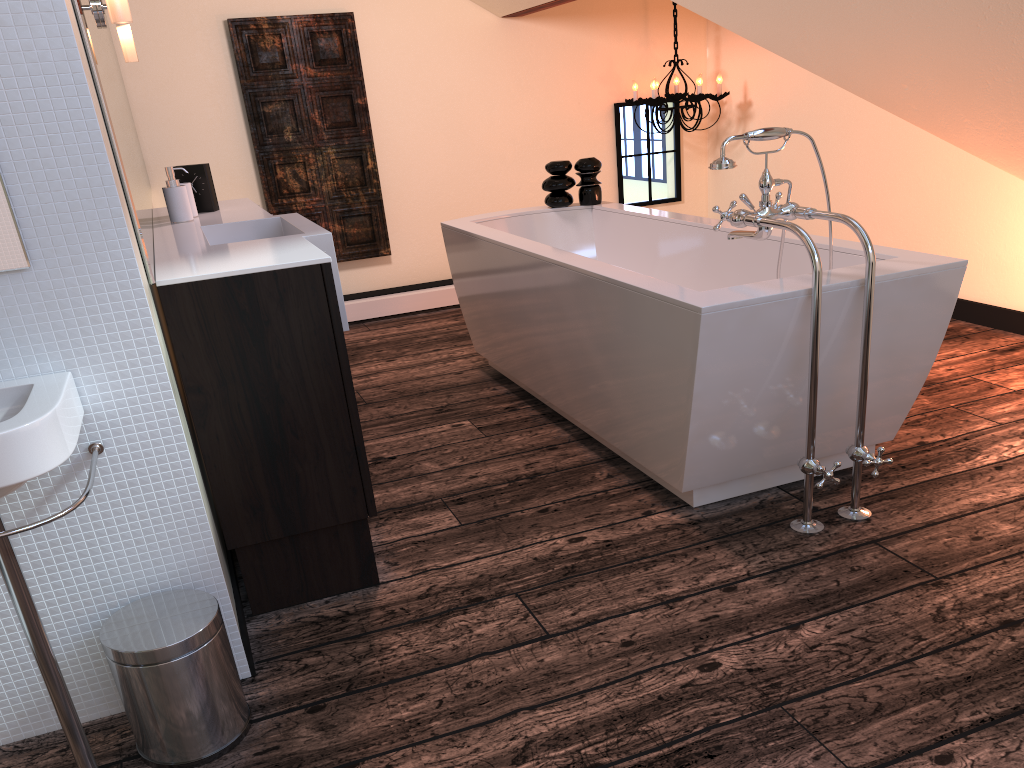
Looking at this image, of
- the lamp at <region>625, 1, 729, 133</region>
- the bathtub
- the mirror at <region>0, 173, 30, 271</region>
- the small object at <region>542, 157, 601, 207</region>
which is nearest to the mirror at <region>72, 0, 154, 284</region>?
the mirror at <region>0, 173, 30, 271</region>

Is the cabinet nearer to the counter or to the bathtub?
the counter

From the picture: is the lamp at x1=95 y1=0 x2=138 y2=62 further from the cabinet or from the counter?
the cabinet

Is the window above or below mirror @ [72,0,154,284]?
below

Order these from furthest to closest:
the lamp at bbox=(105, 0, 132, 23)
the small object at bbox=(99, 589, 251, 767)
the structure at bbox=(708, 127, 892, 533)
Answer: the structure at bbox=(708, 127, 892, 533) < the lamp at bbox=(105, 0, 132, 23) < the small object at bbox=(99, 589, 251, 767)

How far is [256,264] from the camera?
1.9m

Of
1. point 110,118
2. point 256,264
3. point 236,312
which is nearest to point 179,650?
point 236,312

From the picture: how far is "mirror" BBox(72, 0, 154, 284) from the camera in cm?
171

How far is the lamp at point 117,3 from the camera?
1.8m

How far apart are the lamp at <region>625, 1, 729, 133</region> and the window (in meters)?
0.14
